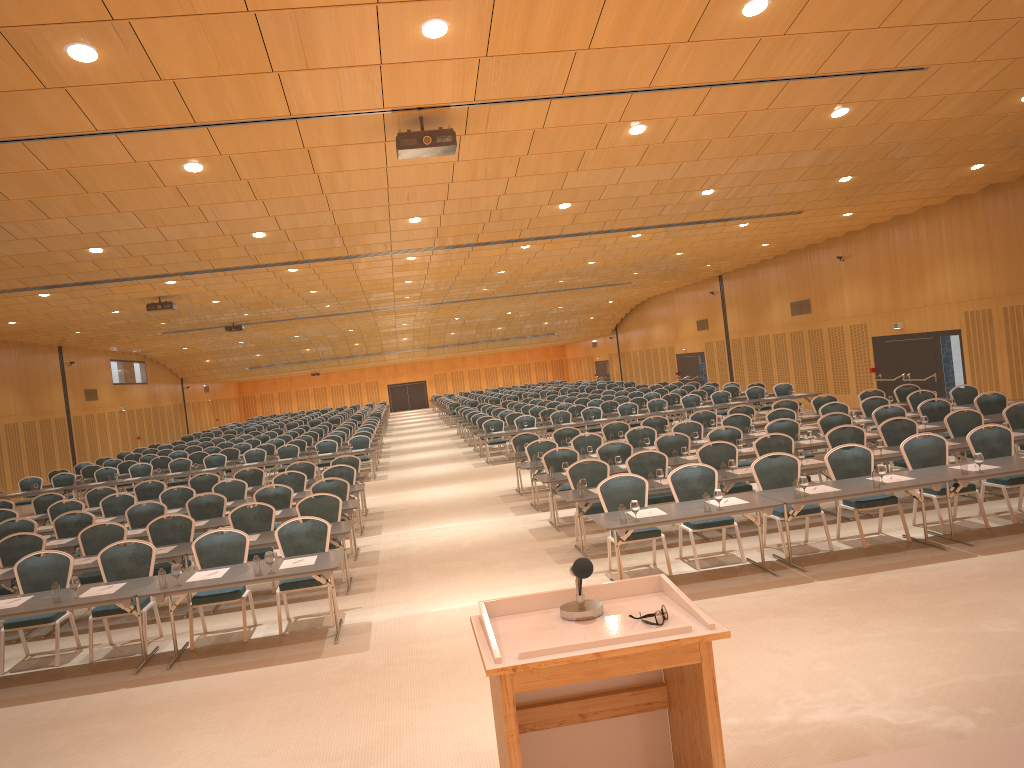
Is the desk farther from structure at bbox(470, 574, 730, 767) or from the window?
the window

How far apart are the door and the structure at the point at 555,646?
20.5m

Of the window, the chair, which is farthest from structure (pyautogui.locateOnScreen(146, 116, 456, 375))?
the window

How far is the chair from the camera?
9.65m

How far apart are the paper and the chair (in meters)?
0.32

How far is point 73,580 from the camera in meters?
8.4

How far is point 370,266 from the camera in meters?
19.6

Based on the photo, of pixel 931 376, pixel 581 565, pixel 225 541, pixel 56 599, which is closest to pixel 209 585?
pixel 225 541

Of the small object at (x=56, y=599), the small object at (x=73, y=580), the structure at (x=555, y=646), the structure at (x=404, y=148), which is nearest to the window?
the small object at (x=73, y=580)

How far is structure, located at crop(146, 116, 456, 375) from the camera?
8.8 meters
